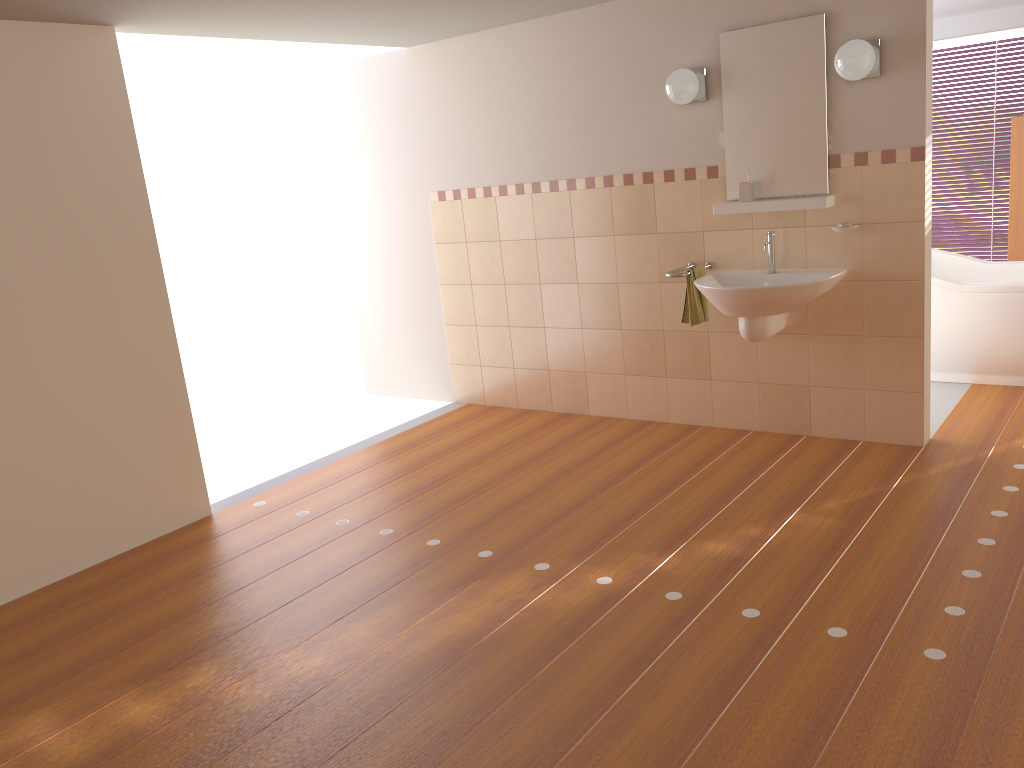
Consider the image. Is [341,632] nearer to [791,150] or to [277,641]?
[277,641]

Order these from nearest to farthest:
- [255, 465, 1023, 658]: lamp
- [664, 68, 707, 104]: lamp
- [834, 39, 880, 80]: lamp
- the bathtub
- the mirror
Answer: [255, 465, 1023, 658]: lamp, [834, 39, 880, 80]: lamp, the mirror, [664, 68, 707, 104]: lamp, the bathtub

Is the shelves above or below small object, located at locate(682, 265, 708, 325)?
above

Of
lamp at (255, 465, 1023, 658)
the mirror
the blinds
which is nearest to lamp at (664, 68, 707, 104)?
the mirror

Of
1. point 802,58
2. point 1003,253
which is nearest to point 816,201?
Answer: point 802,58

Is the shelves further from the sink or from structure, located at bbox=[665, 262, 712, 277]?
structure, located at bbox=[665, 262, 712, 277]

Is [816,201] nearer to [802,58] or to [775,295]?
[775,295]

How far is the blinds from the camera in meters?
7.2 m

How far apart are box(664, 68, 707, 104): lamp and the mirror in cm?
11

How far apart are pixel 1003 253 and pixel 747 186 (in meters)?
4.11
